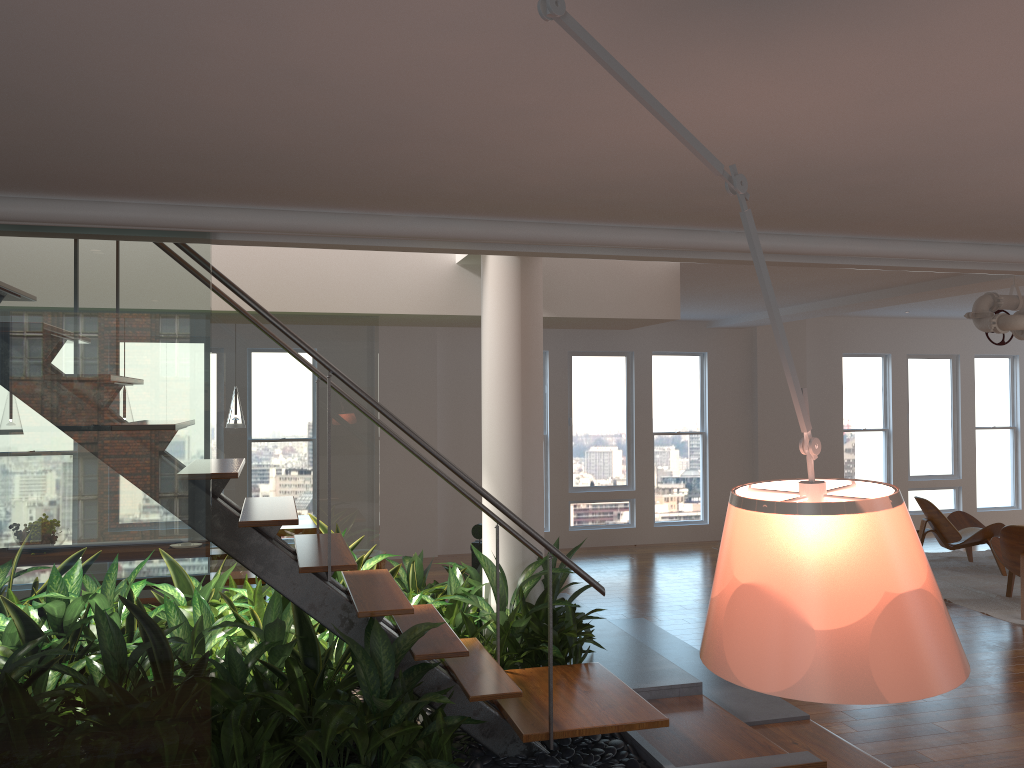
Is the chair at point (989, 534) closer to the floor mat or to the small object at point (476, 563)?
the floor mat

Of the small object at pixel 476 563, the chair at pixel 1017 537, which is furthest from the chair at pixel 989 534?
the small object at pixel 476 563

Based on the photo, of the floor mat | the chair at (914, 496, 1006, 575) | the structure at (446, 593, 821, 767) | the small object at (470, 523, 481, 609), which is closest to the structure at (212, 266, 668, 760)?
the structure at (446, 593, 821, 767)

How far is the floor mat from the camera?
7.4 meters

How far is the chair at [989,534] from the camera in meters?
8.7

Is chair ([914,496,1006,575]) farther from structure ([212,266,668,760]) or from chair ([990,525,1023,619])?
structure ([212,266,668,760])

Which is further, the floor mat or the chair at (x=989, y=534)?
the chair at (x=989, y=534)

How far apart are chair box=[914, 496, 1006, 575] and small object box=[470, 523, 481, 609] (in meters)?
5.37

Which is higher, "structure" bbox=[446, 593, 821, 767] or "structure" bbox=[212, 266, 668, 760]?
"structure" bbox=[212, 266, 668, 760]

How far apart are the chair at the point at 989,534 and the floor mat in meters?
0.1
